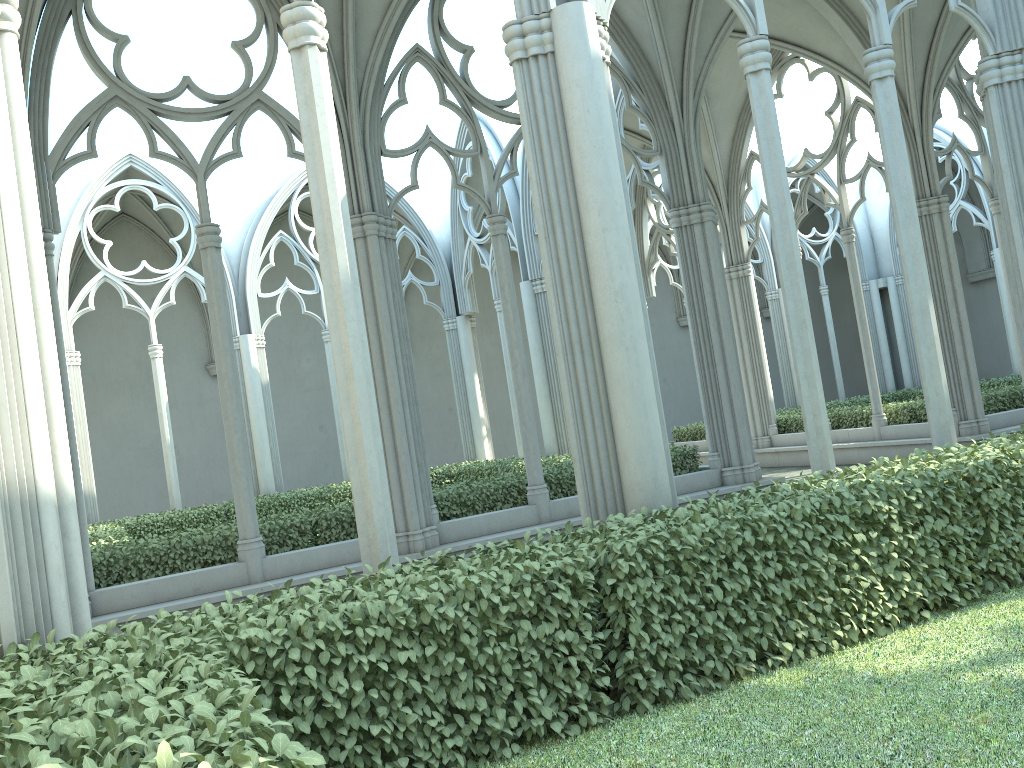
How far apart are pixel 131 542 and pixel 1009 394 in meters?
13.6

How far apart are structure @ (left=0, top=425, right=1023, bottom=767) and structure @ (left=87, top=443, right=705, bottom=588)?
5.18m

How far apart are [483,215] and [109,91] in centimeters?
1614cm

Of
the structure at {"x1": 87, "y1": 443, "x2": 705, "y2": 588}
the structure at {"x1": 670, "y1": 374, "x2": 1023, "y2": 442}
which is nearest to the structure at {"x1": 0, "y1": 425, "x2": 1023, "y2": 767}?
the structure at {"x1": 87, "y1": 443, "x2": 705, "y2": 588}

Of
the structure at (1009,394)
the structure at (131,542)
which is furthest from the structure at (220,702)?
the structure at (1009,394)

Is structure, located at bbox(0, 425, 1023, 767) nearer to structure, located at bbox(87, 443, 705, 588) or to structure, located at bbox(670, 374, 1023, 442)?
structure, located at bbox(87, 443, 705, 588)

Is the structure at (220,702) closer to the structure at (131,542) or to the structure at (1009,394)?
the structure at (131,542)

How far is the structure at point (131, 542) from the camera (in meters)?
9.06

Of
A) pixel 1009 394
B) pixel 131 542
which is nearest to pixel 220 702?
pixel 131 542

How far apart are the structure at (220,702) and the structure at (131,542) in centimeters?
518cm
